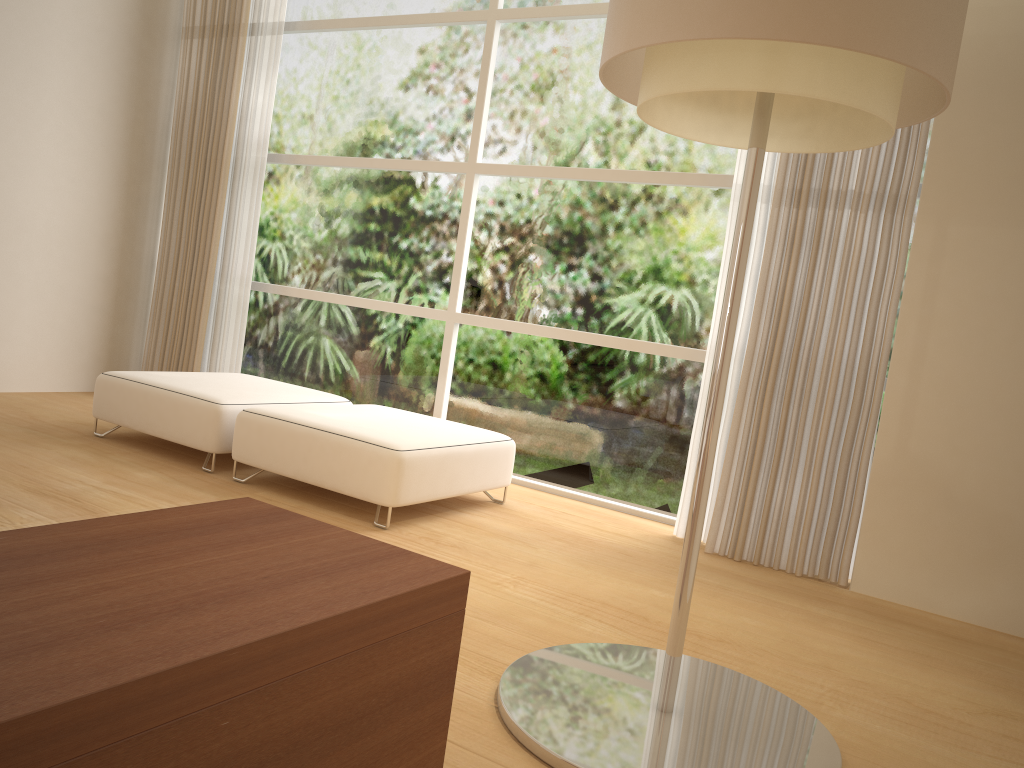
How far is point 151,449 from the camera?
4.4m

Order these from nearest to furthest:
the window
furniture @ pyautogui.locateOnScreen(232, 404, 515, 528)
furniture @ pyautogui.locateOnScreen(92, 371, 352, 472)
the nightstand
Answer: the nightstand
furniture @ pyautogui.locateOnScreen(232, 404, 515, 528)
furniture @ pyautogui.locateOnScreen(92, 371, 352, 472)
the window

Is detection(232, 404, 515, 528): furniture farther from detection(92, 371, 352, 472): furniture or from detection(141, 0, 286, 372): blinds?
detection(141, 0, 286, 372): blinds

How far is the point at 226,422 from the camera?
4.0m

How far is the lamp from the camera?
1.7 meters

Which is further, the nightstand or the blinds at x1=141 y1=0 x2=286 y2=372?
the blinds at x1=141 y1=0 x2=286 y2=372

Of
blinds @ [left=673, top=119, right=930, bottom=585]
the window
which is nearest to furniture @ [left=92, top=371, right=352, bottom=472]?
the window

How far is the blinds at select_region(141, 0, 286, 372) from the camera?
5.6m

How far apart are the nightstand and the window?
3.1m

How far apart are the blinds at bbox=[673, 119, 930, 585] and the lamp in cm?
138
